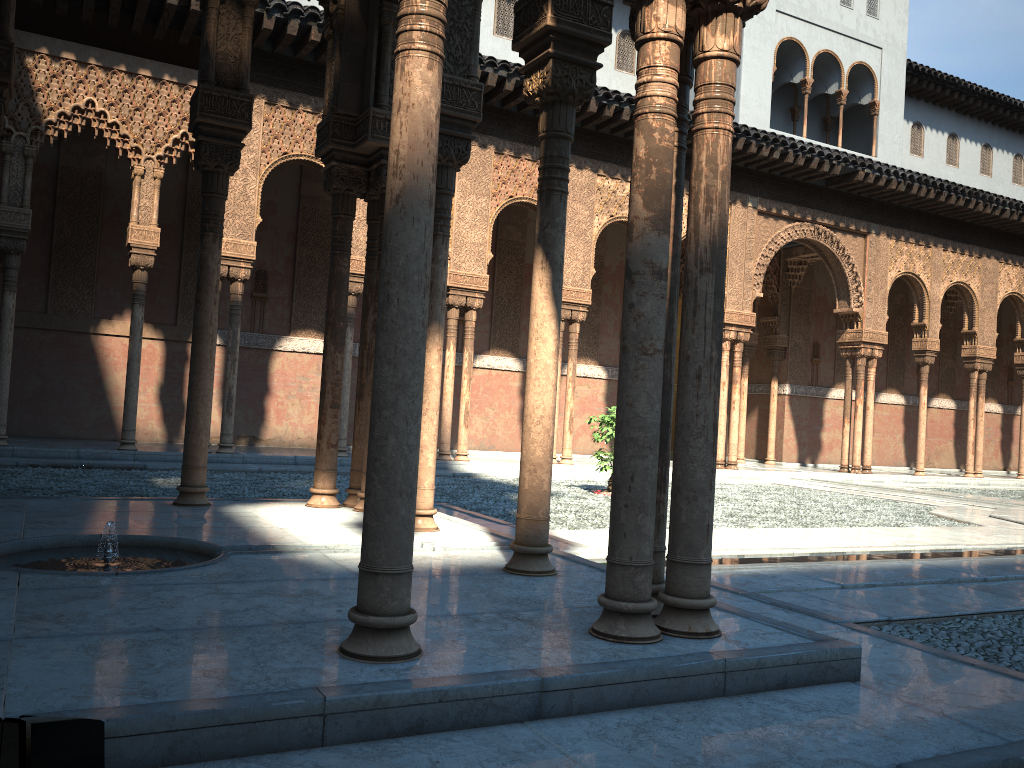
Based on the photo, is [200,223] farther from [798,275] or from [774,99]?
[798,275]
